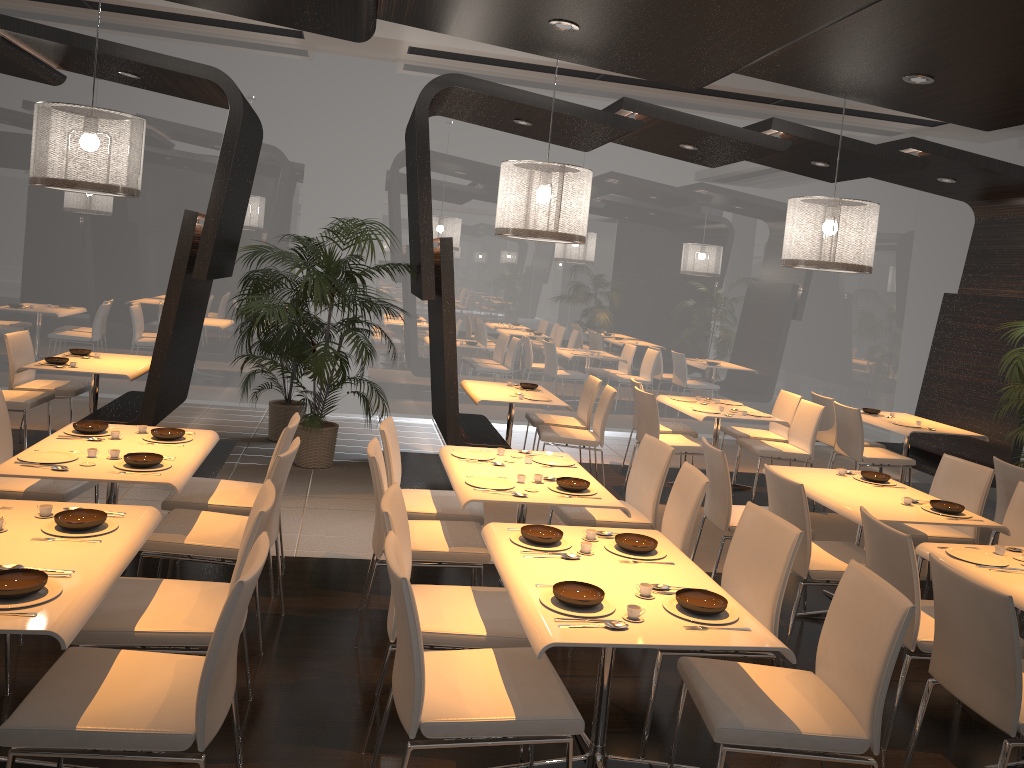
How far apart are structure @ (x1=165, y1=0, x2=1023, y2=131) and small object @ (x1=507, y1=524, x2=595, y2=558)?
2.3m

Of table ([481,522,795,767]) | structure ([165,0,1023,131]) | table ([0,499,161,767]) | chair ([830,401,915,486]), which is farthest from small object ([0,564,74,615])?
chair ([830,401,915,486])

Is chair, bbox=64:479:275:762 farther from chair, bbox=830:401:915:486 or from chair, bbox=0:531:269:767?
chair, bbox=830:401:915:486

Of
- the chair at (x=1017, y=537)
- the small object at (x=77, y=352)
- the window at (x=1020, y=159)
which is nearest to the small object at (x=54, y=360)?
the small object at (x=77, y=352)

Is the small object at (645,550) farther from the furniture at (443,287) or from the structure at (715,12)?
the furniture at (443,287)

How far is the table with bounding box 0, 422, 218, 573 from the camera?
3.7m

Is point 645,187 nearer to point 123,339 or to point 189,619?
point 123,339

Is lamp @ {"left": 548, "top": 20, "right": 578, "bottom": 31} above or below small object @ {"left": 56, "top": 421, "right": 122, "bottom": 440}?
above

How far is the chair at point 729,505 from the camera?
5.0 meters

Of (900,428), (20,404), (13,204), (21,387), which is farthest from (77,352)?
(900,428)
